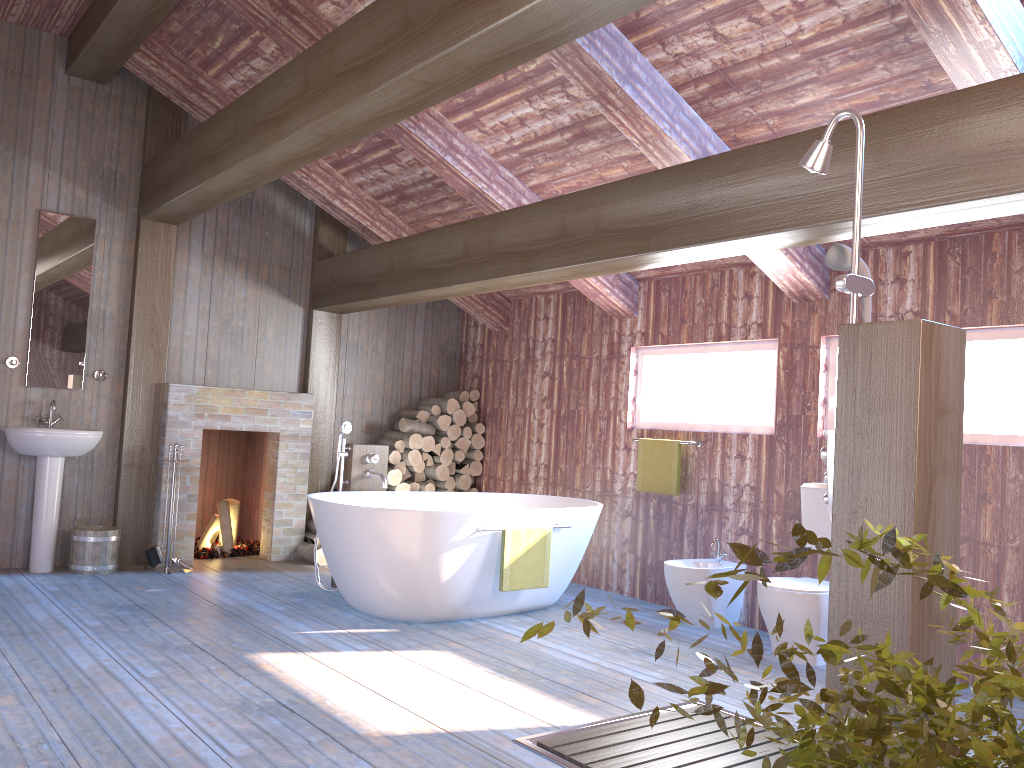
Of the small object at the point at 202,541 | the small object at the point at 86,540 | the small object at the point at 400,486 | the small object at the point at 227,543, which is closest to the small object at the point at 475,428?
the small object at the point at 400,486

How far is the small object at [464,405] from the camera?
7.6m

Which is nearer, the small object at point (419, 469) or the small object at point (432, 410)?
the small object at point (419, 469)

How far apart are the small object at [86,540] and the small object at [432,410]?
2.60m

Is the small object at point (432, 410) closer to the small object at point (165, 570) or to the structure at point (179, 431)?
the structure at point (179, 431)

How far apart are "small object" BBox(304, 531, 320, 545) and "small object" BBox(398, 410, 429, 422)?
1.3 meters

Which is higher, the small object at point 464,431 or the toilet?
the small object at point 464,431

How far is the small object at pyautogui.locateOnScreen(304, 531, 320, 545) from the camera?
6.89m

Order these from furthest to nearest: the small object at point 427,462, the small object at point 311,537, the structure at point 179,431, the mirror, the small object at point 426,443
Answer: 1. the small object at point 427,462
2. the small object at point 426,443
3. the small object at point 311,537
4. the structure at point 179,431
5. the mirror

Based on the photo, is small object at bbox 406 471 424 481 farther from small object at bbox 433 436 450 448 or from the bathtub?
the bathtub
